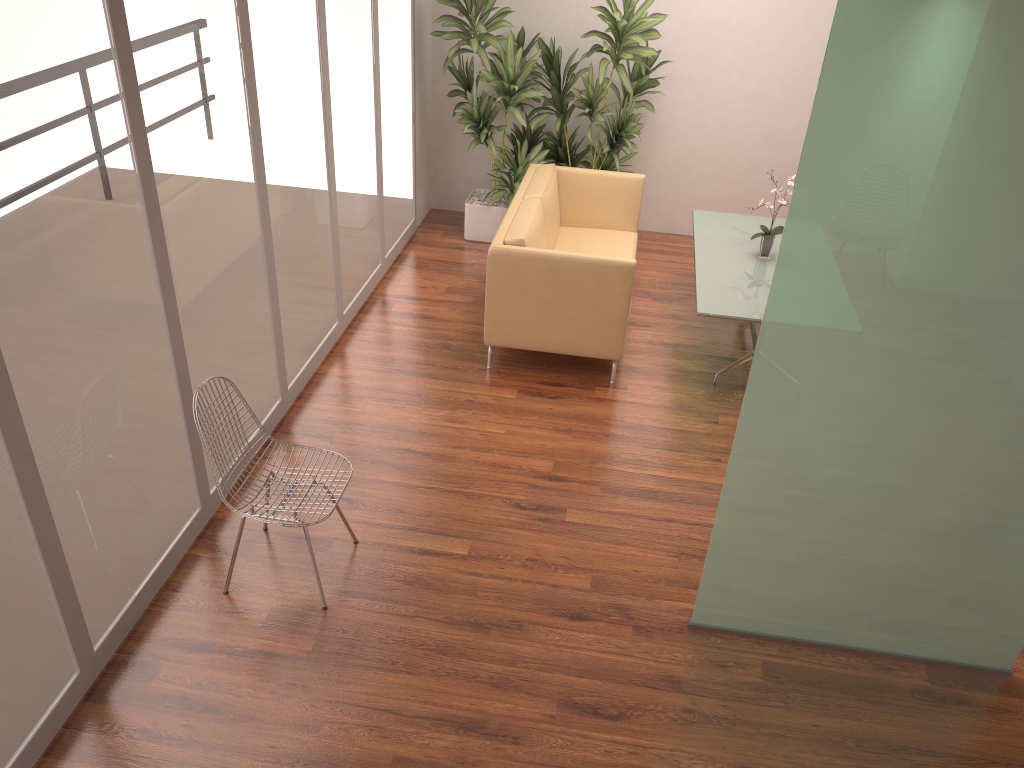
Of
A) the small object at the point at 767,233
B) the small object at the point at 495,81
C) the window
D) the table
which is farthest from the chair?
the small object at the point at 495,81

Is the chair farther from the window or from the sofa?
the sofa

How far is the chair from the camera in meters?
3.6

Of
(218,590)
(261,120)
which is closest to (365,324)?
(261,120)

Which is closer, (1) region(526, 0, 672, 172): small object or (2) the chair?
(2) the chair

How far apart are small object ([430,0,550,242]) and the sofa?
0.34m

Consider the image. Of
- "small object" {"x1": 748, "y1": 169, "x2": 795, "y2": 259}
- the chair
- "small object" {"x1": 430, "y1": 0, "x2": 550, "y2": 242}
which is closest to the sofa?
"small object" {"x1": 430, "y1": 0, "x2": 550, "y2": 242}

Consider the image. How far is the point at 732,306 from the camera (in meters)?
5.27

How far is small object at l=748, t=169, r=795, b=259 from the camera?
5.9m

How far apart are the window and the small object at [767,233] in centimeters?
272cm
